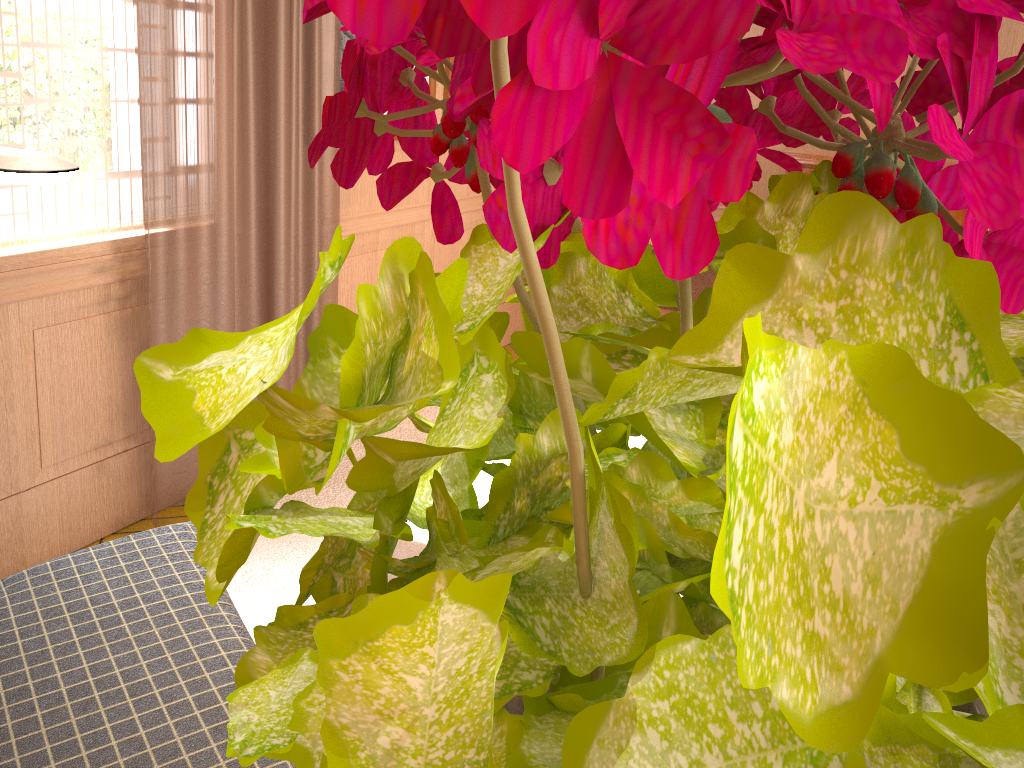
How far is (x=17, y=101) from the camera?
3.44m

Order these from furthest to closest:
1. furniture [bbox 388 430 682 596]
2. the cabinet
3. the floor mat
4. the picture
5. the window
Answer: the cabinet
the picture
the floor mat
the window
furniture [bbox 388 430 682 596]

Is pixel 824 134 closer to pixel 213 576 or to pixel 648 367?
pixel 648 367

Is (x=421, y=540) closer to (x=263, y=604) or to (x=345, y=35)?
(x=263, y=604)

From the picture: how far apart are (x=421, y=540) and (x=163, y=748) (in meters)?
1.00

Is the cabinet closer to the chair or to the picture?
the picture

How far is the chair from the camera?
1.97m

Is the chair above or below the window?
below

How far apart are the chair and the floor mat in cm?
104

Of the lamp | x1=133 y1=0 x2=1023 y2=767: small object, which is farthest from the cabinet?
x1=133 y1=0 x2=1023 y2=767: small object
